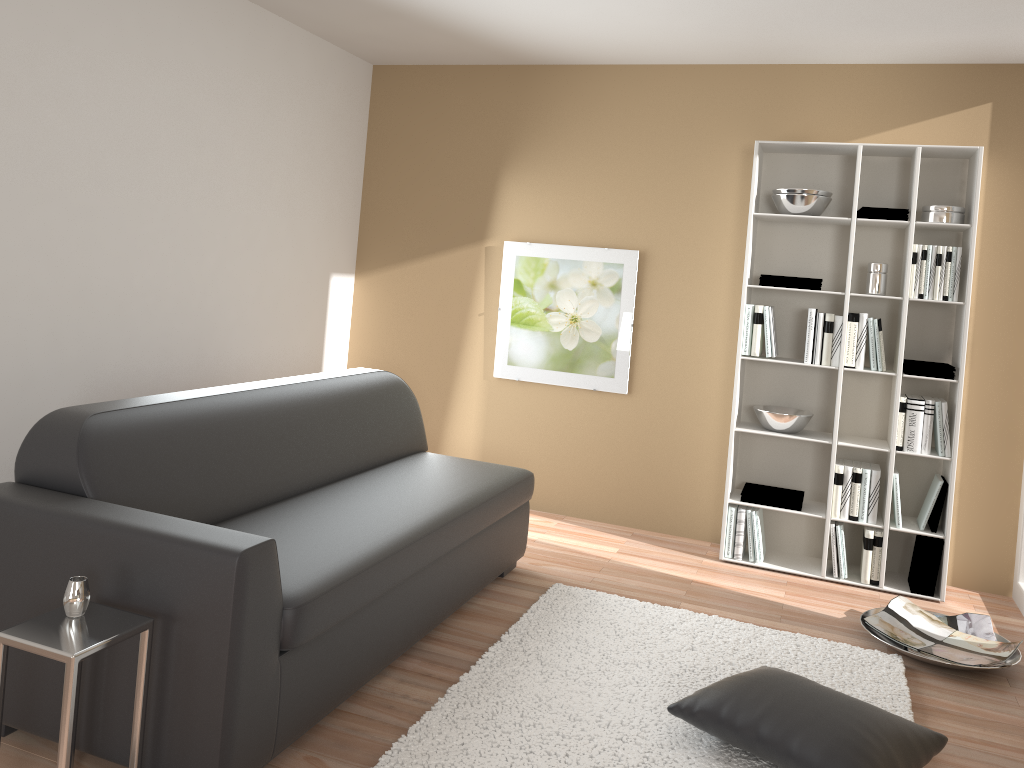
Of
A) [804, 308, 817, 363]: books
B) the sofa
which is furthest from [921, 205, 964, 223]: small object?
the sofa

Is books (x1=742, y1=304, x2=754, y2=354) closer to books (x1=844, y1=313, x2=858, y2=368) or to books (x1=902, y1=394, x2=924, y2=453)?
books (x1=844, y1=313, x2=858, y2=368)

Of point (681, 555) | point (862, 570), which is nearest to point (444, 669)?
point (681, 555)

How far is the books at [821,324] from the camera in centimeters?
436cm

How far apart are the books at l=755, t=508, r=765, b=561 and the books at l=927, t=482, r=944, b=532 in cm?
81

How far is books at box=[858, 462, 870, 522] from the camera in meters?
4.3

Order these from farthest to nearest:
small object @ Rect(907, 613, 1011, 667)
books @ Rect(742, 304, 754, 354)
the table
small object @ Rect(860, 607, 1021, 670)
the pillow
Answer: books @ Rect(742, 304, 754, 354)
small object @ Rect(907, 613, 1011, 667)
small object @ Rect(860, 607, 1021, 670)
the pillow
the table

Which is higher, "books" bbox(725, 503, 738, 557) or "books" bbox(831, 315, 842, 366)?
"books" bbox(831, 315, 842, 366)

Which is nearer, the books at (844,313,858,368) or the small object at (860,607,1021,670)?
the small object at (860,607,1021,670)

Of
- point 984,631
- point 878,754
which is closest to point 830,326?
point 984,631
